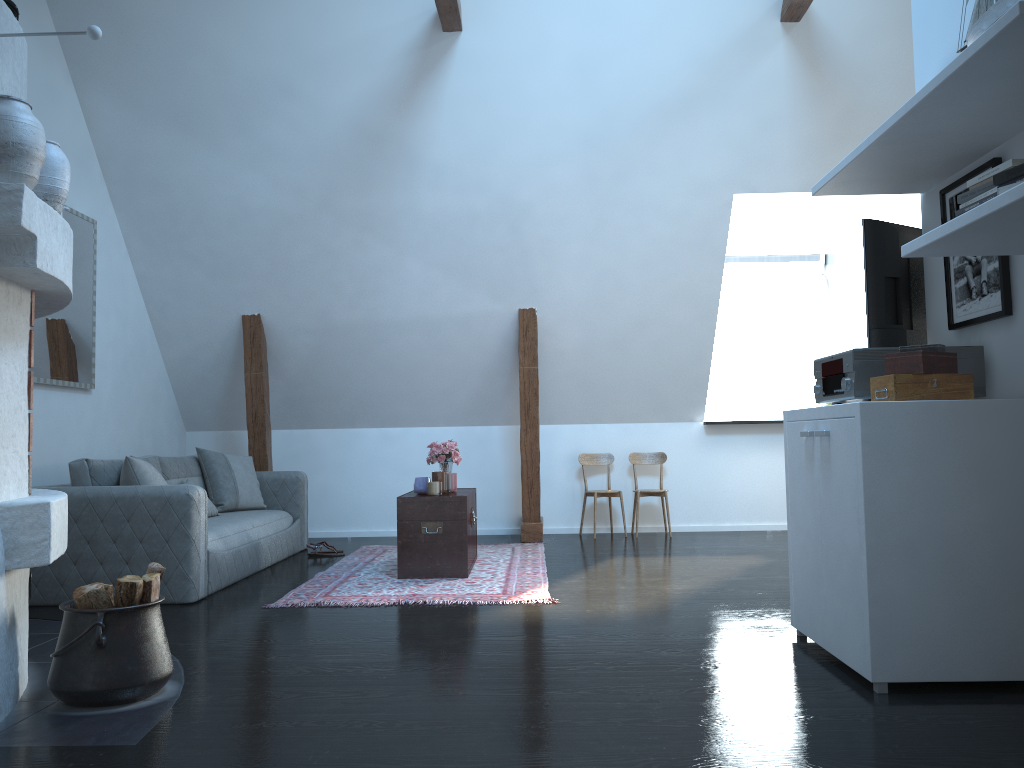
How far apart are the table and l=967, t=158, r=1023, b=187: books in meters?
3.4

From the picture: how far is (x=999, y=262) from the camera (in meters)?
3.09

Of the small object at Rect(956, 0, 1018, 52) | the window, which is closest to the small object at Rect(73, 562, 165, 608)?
the small object at Rect(956, 0, 1018, 52)

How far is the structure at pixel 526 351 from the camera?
7.1m

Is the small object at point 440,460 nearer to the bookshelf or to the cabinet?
the cabinet

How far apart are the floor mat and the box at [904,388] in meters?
2.0

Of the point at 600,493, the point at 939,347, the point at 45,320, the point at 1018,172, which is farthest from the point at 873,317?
the point at 45,320

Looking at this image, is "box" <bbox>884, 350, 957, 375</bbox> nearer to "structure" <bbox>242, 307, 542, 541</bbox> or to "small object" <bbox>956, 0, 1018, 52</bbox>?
"small object" <bbox>956, 0, 1018, 52</bbox>

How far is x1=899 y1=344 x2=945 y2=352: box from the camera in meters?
3.0 m

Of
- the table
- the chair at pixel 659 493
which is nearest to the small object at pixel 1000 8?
the table
